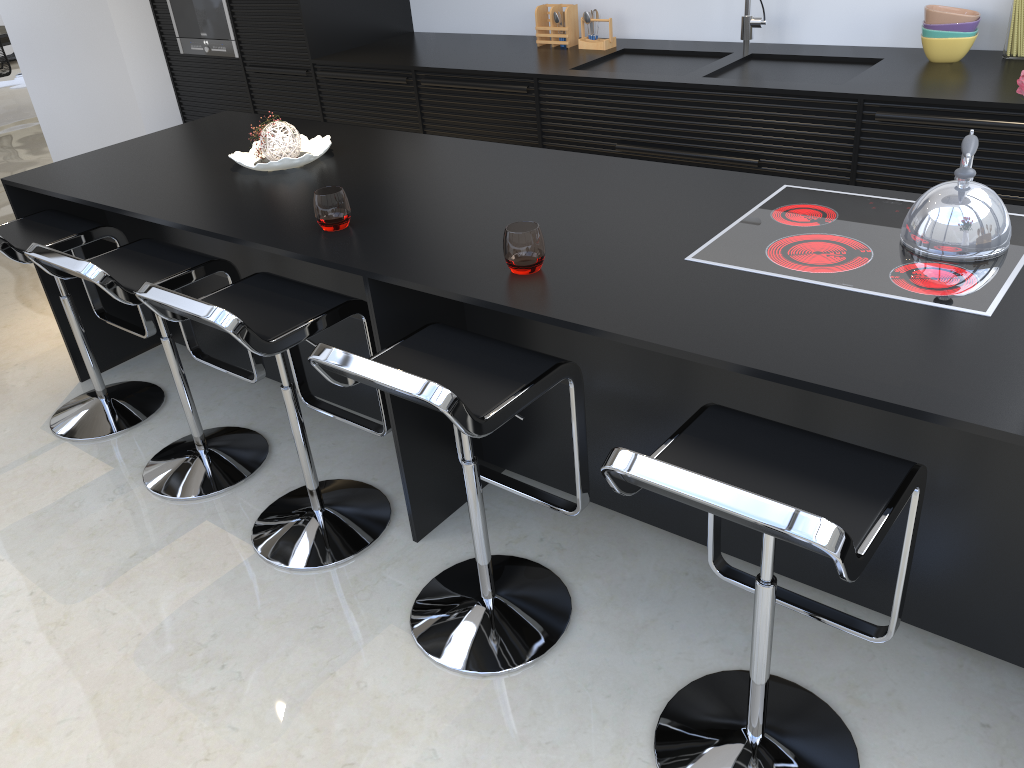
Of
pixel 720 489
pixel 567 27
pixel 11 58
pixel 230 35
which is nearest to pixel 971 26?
pixel 567 27

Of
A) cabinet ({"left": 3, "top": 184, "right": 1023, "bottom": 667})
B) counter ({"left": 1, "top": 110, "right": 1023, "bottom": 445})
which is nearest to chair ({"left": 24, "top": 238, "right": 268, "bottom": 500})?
counter ({"left": 1, "top": 110, "right": 1023, "bottom": 445})

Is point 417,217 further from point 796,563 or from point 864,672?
point 864,672

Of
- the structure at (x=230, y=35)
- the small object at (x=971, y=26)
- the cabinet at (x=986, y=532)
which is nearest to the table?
the structure at (x=230, y=35)

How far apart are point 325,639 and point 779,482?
1.3m

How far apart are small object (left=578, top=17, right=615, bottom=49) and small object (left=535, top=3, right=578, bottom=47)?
0.1m

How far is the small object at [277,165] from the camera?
2.9m

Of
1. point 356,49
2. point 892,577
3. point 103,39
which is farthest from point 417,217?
point 103,39

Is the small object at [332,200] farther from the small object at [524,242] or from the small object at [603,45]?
the small object at [603,45]

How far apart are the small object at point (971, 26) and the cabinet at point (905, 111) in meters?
0.5 m
